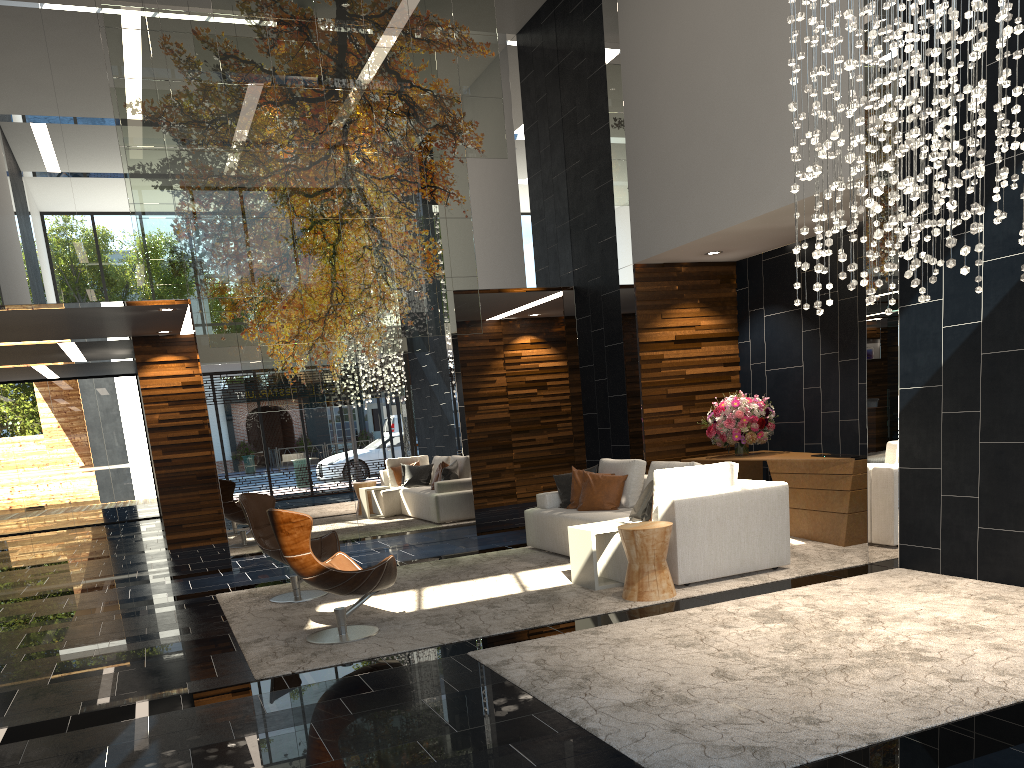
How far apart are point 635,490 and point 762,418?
1.8 meters

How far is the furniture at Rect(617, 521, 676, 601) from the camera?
5.9 meters

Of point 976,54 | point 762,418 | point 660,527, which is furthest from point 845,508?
point 976,54

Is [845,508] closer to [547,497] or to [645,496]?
[645,496]

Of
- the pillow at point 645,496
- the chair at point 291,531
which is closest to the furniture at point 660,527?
the pillow at point 645,496

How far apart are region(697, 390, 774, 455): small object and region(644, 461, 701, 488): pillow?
1.4m

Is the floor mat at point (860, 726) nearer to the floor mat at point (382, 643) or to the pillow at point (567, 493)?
the floor mat at point (382, 643)

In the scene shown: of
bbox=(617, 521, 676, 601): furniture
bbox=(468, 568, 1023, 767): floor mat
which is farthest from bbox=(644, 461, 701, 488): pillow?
bbox=(468, 568, 1023, 767): floor mat

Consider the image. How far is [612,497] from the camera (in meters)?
7.94

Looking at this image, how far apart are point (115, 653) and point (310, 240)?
4.4 meters
